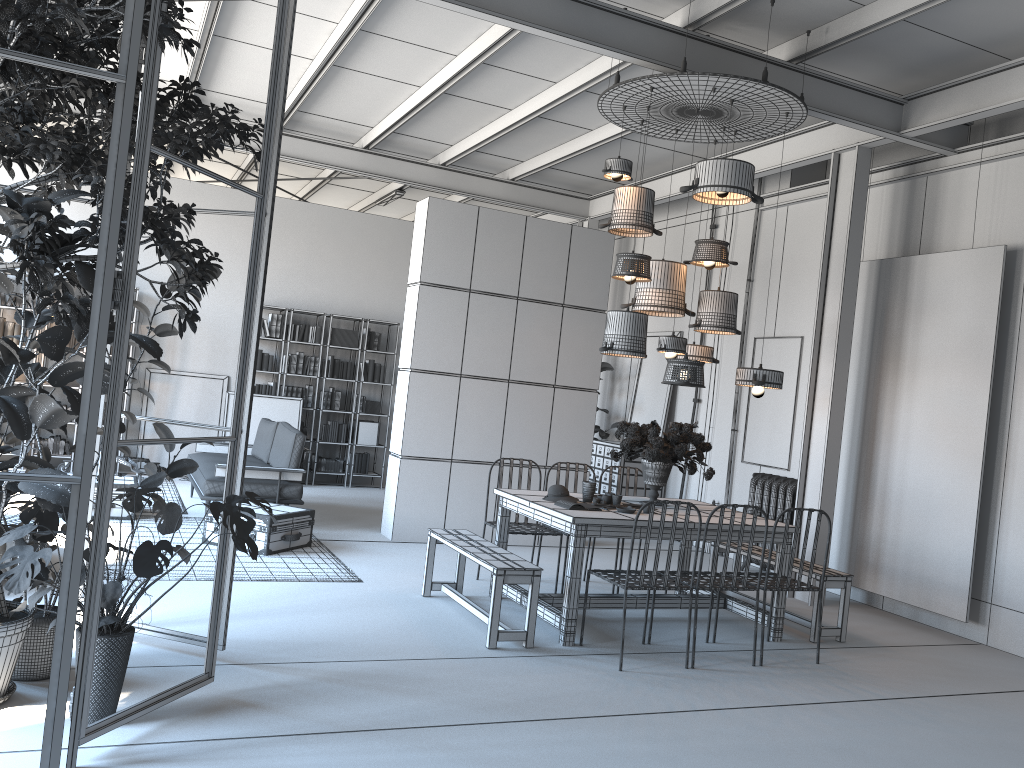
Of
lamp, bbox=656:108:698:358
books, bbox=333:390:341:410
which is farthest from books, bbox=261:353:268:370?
lamp, bbox=656:108:698:358

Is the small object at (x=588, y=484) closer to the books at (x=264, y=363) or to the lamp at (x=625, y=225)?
the lamp at (x=625, y=225)

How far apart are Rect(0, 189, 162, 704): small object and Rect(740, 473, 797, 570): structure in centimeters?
629cm

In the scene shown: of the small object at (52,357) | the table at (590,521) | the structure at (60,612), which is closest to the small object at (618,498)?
the table at (590,521)

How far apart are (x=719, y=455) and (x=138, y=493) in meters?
7.0 m

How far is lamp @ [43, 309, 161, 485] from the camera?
10.0 meters

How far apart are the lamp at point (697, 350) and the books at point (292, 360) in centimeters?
629cm

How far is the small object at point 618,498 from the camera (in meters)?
6.06

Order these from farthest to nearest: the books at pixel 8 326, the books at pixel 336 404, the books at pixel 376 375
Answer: the books at pixel 376 375 → the books at pixel 336 404 → the books at pixel 8 326

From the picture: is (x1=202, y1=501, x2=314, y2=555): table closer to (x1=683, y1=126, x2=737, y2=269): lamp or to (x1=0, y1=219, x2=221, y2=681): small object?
(x1=0, y1=219, x2=221, y2=681): small object
